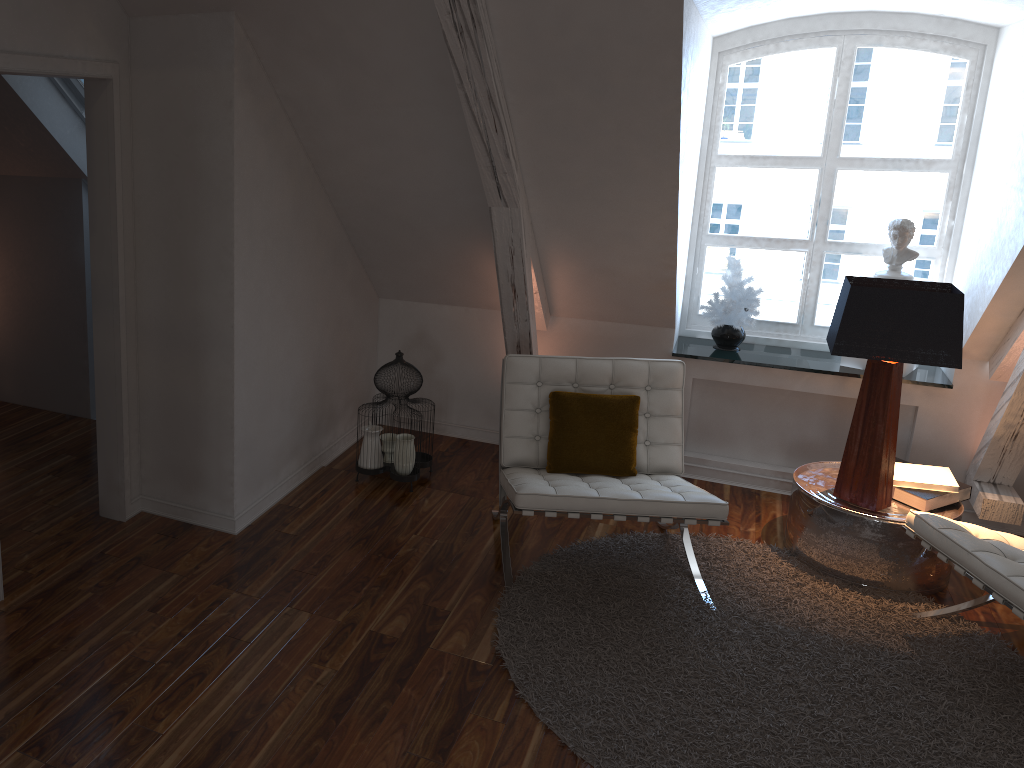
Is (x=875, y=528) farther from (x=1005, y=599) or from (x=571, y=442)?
(x=571, y=442)

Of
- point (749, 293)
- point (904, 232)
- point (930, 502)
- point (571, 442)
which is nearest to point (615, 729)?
point (571, 442)

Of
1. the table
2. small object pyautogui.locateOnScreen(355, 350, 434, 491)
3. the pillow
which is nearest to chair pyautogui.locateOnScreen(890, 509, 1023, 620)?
the table

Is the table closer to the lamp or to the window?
the lamp

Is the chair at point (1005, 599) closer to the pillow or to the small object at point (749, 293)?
the pillow

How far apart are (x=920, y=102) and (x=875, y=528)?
1.90m

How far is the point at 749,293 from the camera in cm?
393

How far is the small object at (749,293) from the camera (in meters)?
3.93

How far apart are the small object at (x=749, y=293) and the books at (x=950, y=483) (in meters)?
0.91

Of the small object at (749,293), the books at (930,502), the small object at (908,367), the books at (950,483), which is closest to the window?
the small object at (749,293)
